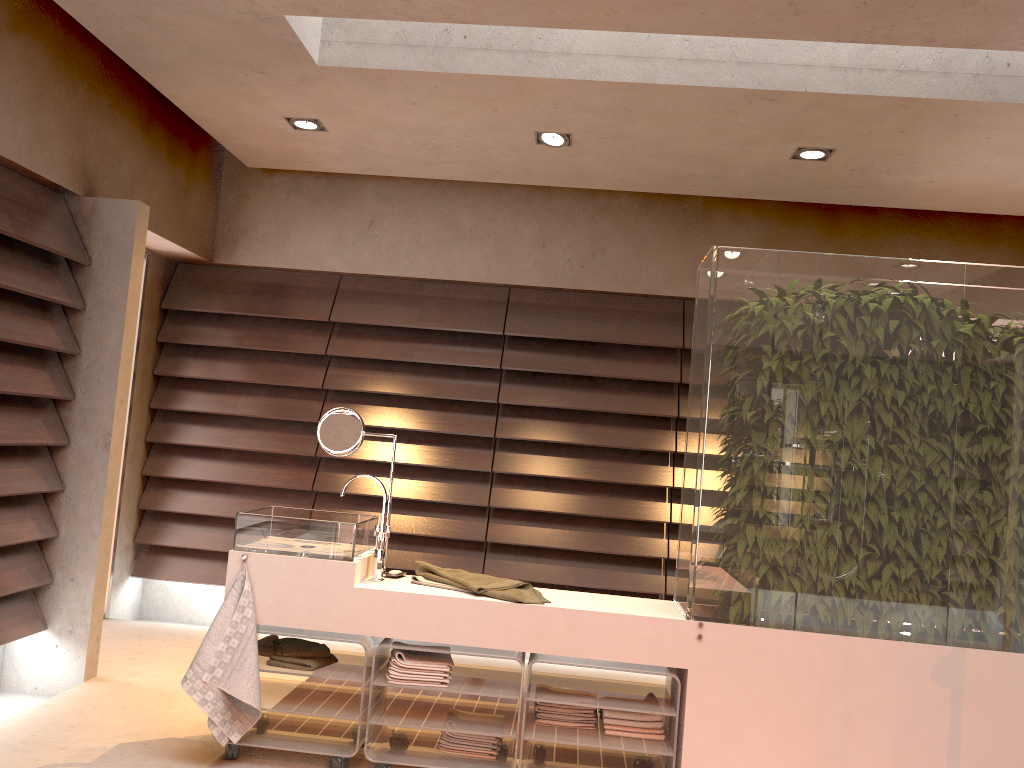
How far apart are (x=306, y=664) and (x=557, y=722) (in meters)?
0.85

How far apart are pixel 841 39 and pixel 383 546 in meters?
2.3

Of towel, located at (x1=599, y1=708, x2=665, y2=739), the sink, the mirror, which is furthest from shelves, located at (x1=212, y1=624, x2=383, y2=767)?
towel, located at (x1=599, y1=708, x2=665, y2=739)

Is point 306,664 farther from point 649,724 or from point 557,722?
point 649,724

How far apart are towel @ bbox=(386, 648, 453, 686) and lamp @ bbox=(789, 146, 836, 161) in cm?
261

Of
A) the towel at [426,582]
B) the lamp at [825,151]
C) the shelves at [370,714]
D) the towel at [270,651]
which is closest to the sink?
the towel at [426,582]

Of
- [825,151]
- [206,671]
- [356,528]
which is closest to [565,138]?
[825,151]

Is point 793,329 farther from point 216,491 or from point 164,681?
point 216,491

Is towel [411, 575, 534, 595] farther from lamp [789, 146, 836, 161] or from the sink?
lamp [789, 146, 836, 161]

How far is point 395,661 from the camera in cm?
285
